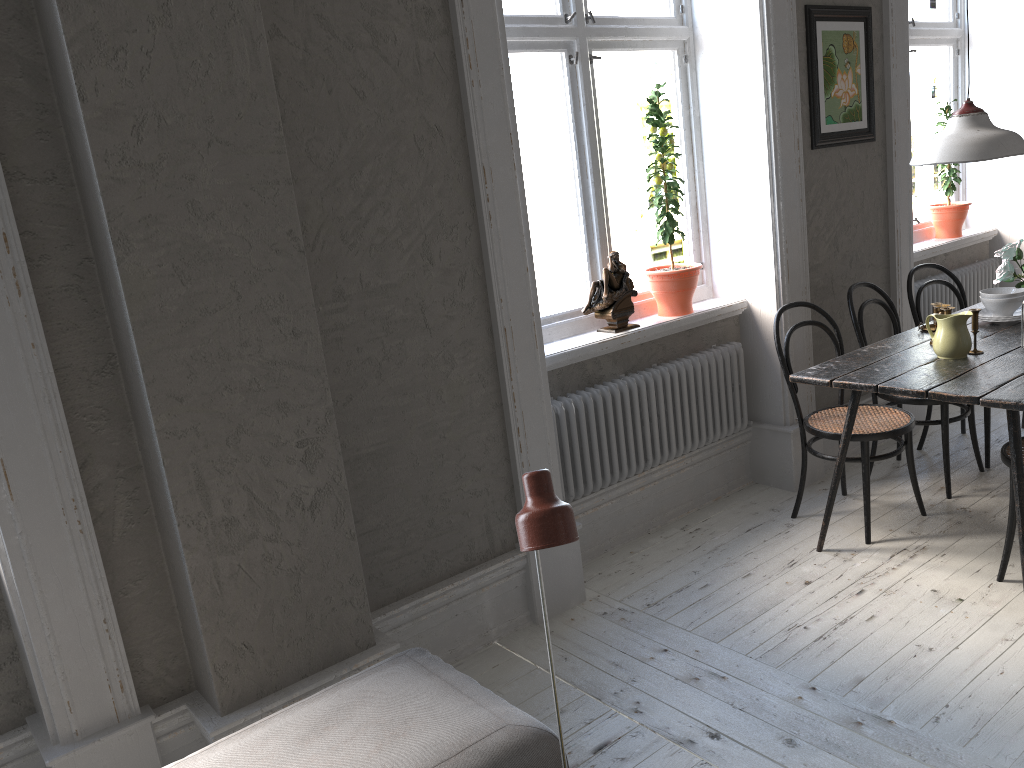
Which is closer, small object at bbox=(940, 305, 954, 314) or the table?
the table

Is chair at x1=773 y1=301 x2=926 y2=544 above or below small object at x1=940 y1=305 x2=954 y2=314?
below

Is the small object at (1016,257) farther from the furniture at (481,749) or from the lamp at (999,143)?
the furniture at (481,749)

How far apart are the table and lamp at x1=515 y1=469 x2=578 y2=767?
1.9 meters

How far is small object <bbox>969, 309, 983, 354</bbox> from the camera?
3.3m

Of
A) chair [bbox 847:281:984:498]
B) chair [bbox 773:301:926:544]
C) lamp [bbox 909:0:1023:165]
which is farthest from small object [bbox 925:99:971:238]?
lamp [bbox 909:0:1023:165]

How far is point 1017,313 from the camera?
3.8m

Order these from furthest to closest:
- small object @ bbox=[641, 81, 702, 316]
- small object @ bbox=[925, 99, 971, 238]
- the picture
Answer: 1. small object @ bbox=[925, 99, 971, 238]
2. the picture
3. small object @ bbox=[641, 81, 702, 316]

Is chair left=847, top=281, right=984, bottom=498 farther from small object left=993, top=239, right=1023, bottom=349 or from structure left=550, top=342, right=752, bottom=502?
small object left=993, top=239, right=1023, bottom=349

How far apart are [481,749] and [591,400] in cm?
183
